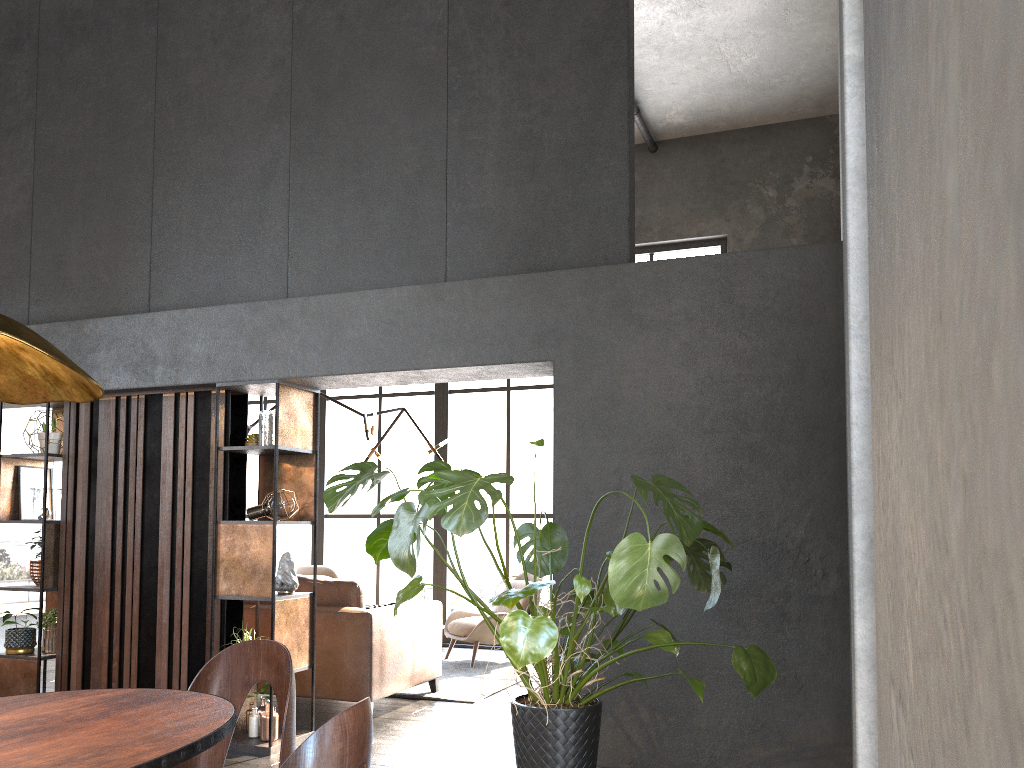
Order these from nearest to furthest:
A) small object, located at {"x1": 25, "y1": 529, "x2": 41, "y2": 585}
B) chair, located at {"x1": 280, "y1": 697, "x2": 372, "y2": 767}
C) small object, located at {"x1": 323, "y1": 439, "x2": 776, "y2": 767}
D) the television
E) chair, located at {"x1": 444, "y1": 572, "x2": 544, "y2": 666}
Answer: chair, located at {"x1": 280, "y1": 697, "x2": 372, "y2": 767}, small object, located at {"x1": 323, "y1": 439, "x2": 776, "y2": 767}, small object, located at {"x1": 25, "y1": 529, "x2": 41, "y2": 585}, chair, located at {"x1": 444, "y1": 572, "x2": 544, "y2": 666}, the television

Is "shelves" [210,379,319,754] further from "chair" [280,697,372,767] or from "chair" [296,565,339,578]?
"chair" [296,565,339,578]

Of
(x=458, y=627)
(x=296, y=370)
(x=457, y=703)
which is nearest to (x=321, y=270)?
(x=296, y=370)

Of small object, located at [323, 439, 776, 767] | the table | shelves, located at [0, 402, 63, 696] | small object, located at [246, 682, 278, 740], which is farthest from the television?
the table

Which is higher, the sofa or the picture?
the picture

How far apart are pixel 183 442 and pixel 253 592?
1.0m

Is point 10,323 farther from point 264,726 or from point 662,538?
point 264,726

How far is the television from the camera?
8.36m

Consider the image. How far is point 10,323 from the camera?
1.65m

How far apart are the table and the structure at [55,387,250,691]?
2.79m
